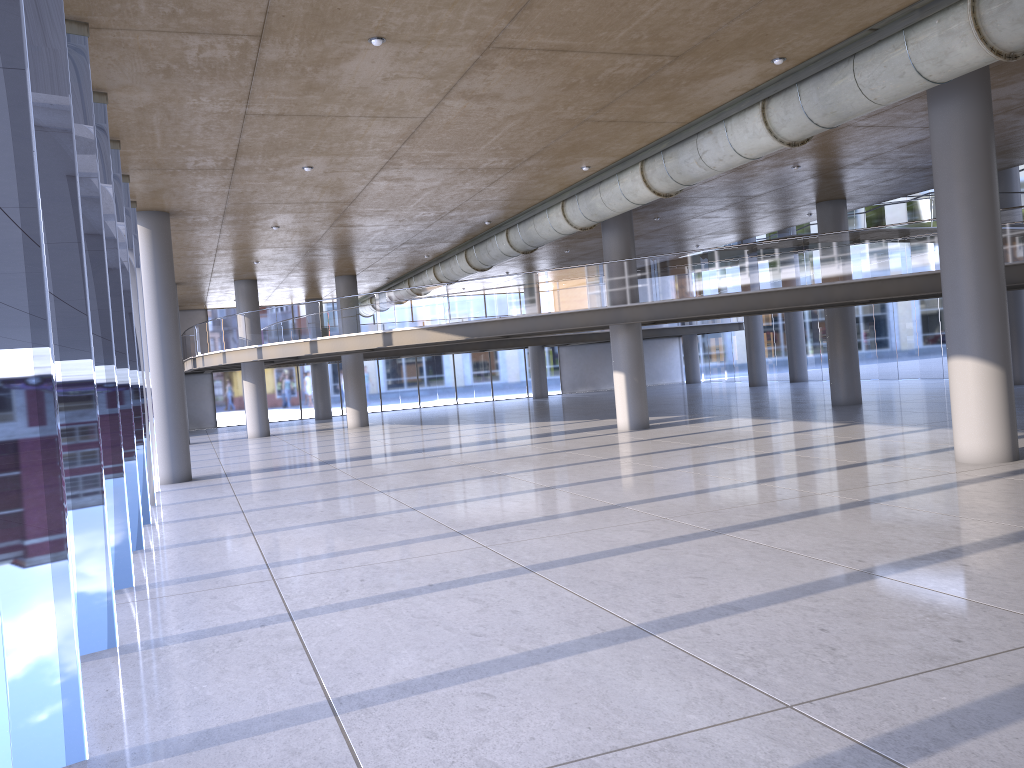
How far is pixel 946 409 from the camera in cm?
2052
